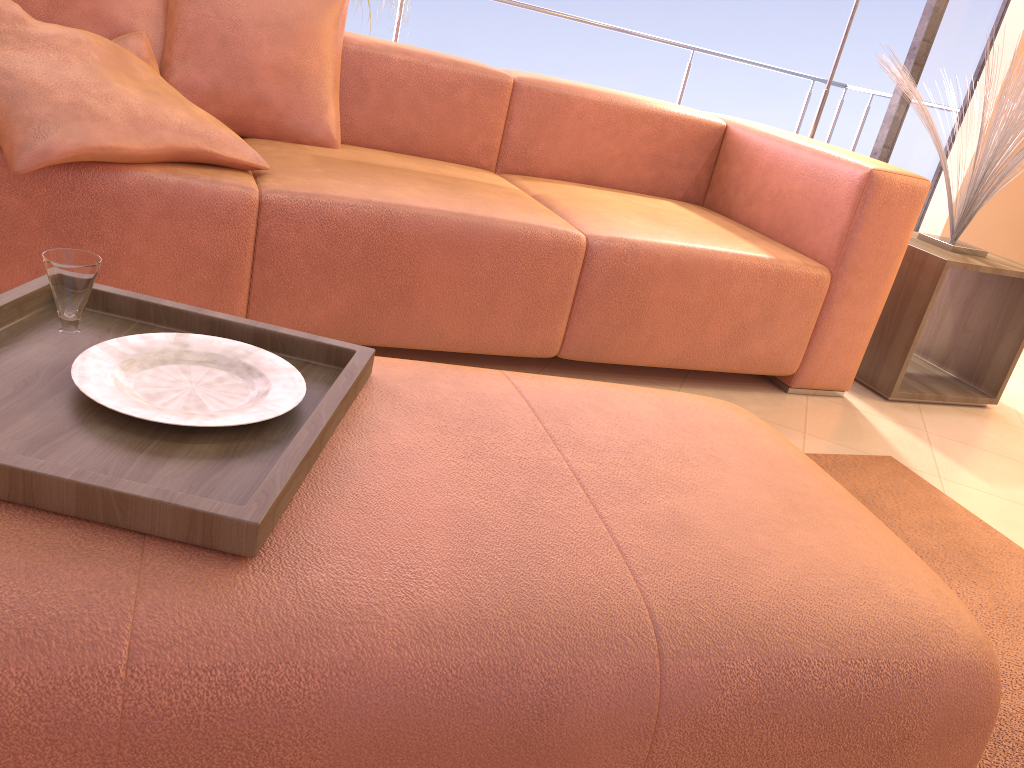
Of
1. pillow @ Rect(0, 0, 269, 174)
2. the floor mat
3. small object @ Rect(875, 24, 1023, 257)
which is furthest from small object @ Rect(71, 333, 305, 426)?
small object @ Rect(875, 24, 1023, 257)

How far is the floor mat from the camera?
A: 1.38m

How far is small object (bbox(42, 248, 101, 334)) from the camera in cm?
98

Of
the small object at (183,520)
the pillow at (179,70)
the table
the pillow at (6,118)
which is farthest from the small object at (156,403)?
the table

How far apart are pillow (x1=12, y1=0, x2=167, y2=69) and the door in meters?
3.1

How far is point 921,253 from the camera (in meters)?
2.60

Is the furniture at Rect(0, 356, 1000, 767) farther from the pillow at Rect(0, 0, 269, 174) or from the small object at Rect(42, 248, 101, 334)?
the pillow at Rect(0, 0, 269, 174)

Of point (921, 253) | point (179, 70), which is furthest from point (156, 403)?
point (921, 253)

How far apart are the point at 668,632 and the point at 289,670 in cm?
33

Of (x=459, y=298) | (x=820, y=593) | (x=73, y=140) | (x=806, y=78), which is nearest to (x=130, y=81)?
(x=73, y=140)
